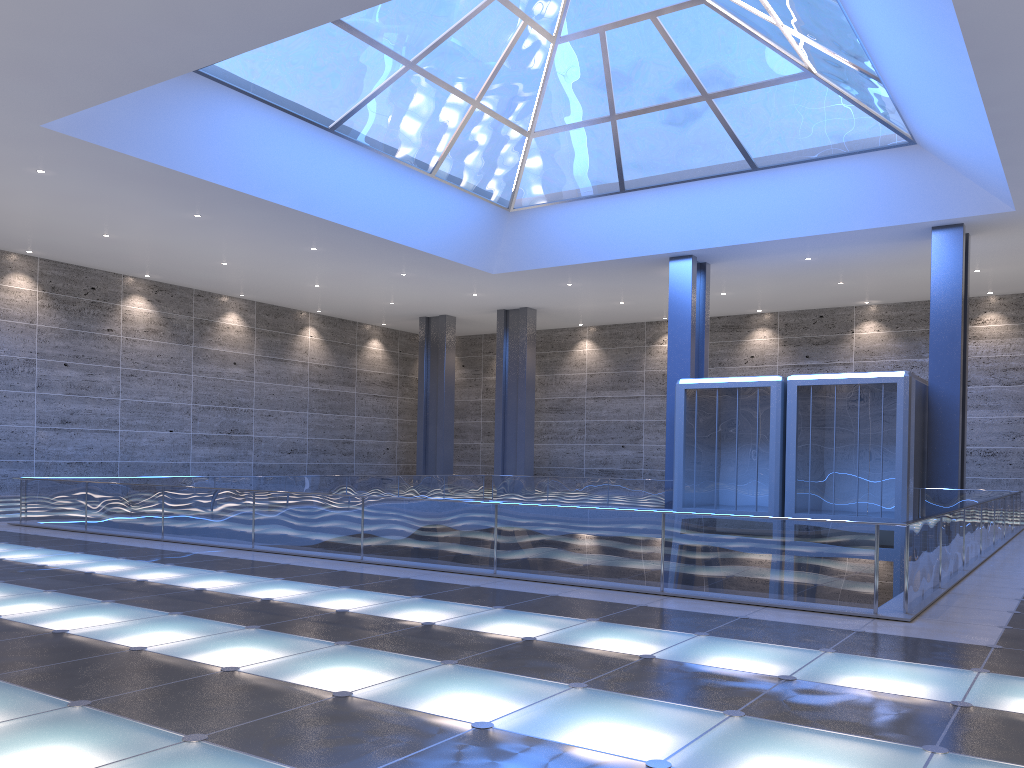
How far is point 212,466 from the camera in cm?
4065

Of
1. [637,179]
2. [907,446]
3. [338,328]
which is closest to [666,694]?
[907,446]

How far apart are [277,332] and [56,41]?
28.2m
